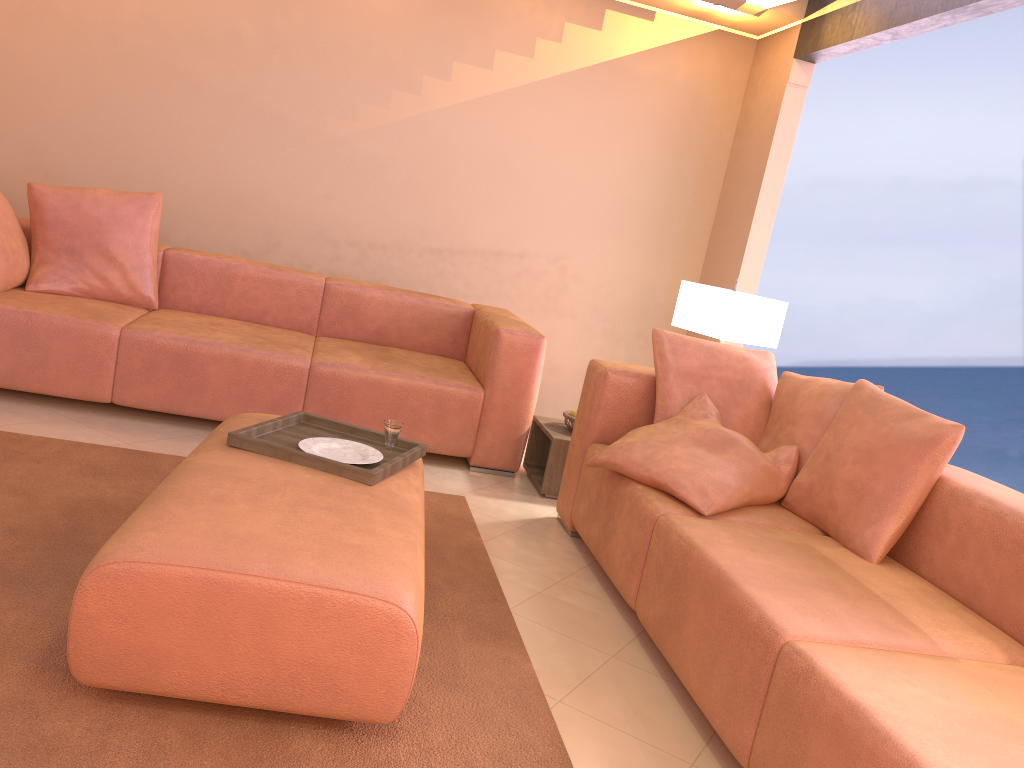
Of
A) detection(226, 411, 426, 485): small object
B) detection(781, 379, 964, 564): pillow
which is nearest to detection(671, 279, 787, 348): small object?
detection(781, 379, 964, 564): pillow

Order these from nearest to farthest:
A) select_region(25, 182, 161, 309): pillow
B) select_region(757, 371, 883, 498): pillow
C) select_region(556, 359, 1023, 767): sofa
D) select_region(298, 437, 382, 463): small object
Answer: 1. select_region(556, 359, 1023, 767): sofa
2. select_region(298, 437, 382, 463): small object
3. select_region(757, 371, 883, 498): pillow
4. select_region(25, 182, 161, 309): pillow

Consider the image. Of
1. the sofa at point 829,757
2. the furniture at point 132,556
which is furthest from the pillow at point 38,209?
the sofa at point 829,757

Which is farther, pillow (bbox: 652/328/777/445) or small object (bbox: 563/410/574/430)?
small object (bbox: 563/410/574/430)

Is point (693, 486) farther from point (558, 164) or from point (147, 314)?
point (558, 164)

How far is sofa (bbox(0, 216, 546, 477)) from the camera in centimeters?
355cm

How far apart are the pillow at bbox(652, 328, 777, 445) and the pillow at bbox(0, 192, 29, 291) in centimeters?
267cm

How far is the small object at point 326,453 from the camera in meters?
2.5 m

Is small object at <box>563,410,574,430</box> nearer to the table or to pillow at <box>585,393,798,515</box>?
the table

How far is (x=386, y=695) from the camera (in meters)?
1.77
